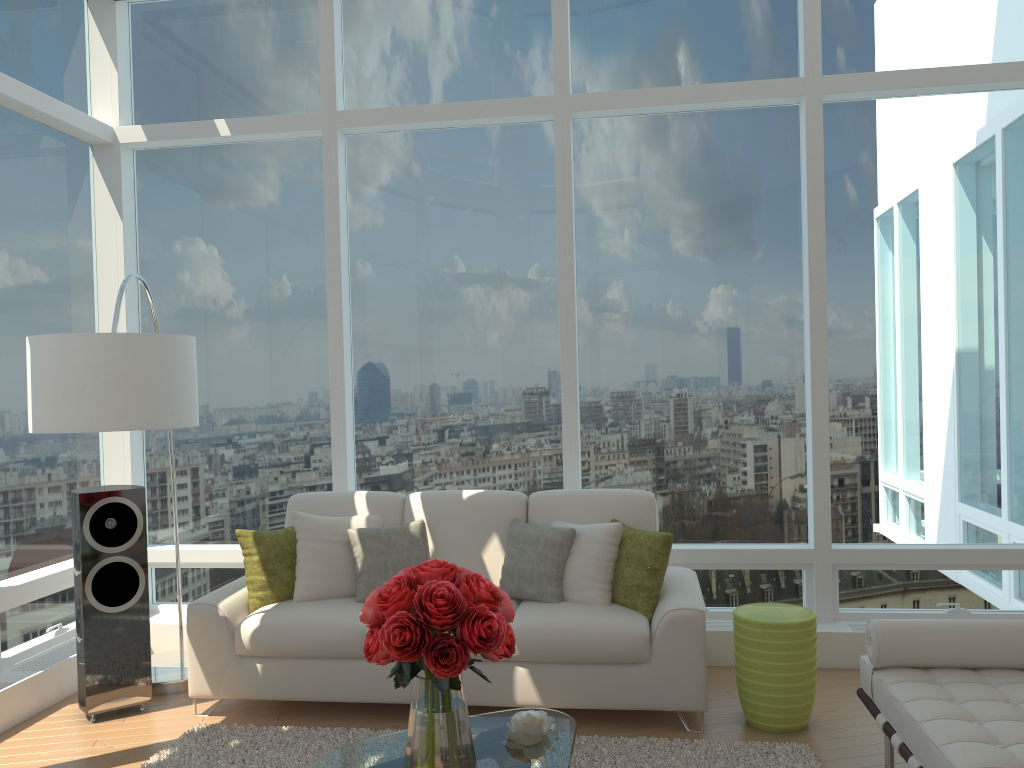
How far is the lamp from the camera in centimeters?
357cm

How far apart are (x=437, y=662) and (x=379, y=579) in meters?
2.2

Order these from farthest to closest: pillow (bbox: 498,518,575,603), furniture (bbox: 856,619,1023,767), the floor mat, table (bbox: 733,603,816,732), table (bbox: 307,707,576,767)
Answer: pillow (bbox: 498,518,575,603), table (bbox: 733,603,816,732), the floor mat, table (bbox: 307,707,576,767), furniture (bbox: 856,619,1023,767)

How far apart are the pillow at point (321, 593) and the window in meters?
0.7

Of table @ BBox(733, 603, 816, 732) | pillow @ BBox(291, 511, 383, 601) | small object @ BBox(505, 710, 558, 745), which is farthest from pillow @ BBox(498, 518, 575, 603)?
small object @ BBox(505, 710, 558, 745)

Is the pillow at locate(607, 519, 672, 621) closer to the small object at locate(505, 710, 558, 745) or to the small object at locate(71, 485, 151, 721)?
the small object at locate(505, 710, 558, 745)

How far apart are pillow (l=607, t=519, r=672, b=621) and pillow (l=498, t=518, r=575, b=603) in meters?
0.3 m

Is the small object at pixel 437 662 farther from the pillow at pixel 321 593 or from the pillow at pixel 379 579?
the pillow at pixel 321 593

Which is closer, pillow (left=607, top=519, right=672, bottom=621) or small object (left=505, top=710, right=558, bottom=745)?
small object (left=505, top=710, right=558, bottom=745)

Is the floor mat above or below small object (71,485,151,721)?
below
